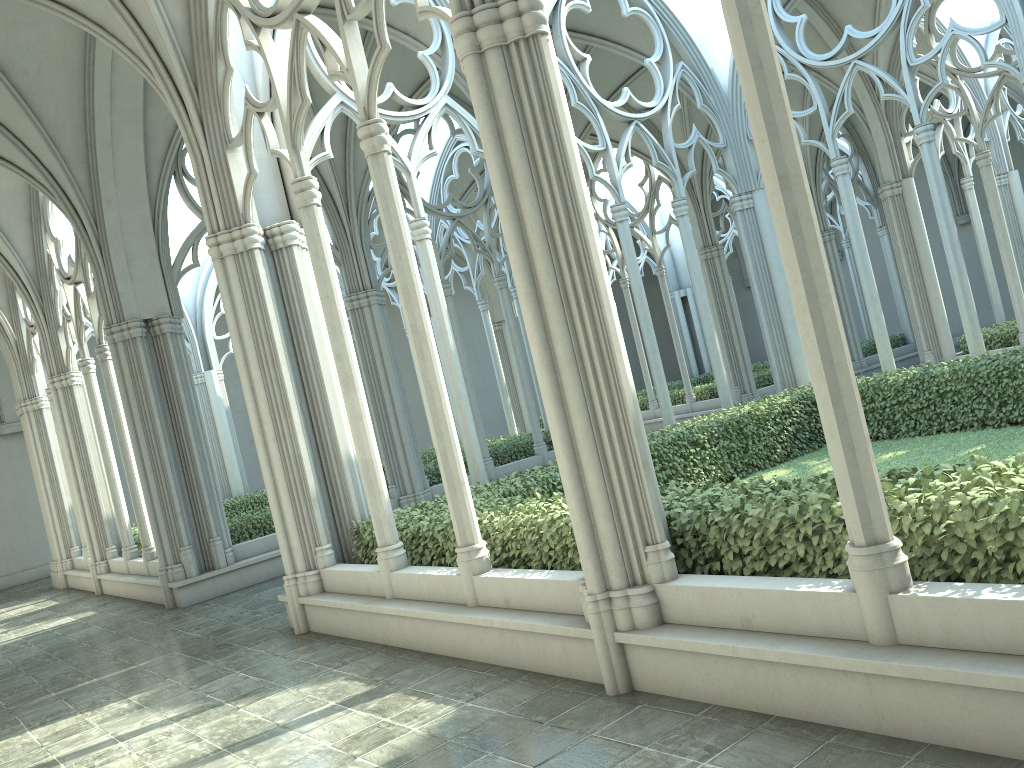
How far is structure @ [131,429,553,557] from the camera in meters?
13.7 m

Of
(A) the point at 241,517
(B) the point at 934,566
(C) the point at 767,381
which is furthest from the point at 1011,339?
(B) the point at 934,566

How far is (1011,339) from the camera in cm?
1617

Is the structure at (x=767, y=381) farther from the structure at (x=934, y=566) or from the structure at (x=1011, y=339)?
the structure at (x=934, y=566)

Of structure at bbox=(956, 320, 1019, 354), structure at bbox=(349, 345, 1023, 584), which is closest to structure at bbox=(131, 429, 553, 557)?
structure at bbox=(349, 345, 1023, 584)

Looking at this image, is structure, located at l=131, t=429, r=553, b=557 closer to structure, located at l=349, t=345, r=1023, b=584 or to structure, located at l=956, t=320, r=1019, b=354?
structure, located at l=349, t=345, r=1023, b=584

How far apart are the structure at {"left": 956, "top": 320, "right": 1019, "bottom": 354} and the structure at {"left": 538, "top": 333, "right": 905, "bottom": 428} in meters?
5.2 m

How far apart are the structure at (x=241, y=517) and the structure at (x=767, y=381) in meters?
5.3

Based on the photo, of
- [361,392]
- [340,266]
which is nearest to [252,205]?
[361,392]

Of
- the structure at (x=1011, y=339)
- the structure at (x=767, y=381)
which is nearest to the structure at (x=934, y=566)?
the structure at (x=1011, y=339)
